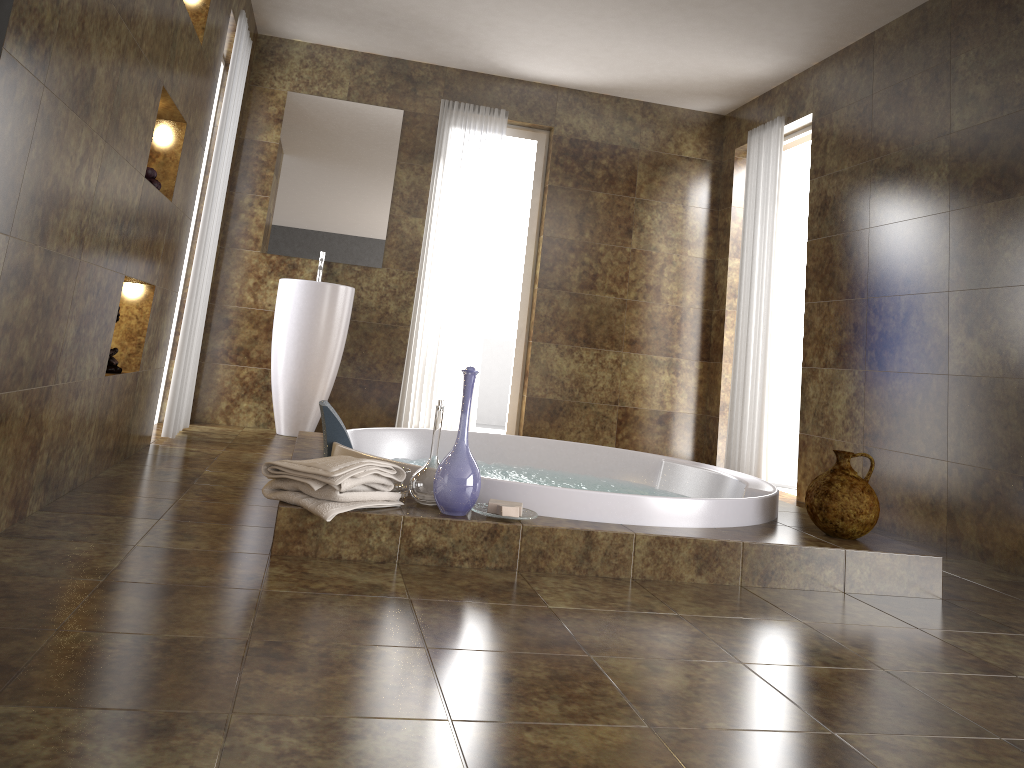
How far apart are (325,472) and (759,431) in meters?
3.5 m

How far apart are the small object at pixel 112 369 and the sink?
1.8m

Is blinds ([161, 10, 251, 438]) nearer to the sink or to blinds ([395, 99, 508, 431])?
the sink

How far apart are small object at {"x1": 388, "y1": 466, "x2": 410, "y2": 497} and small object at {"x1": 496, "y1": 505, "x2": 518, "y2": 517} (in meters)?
0.38

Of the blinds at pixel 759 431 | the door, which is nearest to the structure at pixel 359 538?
the blinds at pixel 759 431

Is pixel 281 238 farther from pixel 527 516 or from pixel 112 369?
pixel 527 516

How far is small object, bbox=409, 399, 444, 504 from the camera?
2.7m

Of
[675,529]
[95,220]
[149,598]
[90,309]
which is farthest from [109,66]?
[675,529]

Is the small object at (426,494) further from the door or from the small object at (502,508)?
the door

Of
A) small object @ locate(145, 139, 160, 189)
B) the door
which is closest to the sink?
small object @ locate(145, 139, 160, 189)
